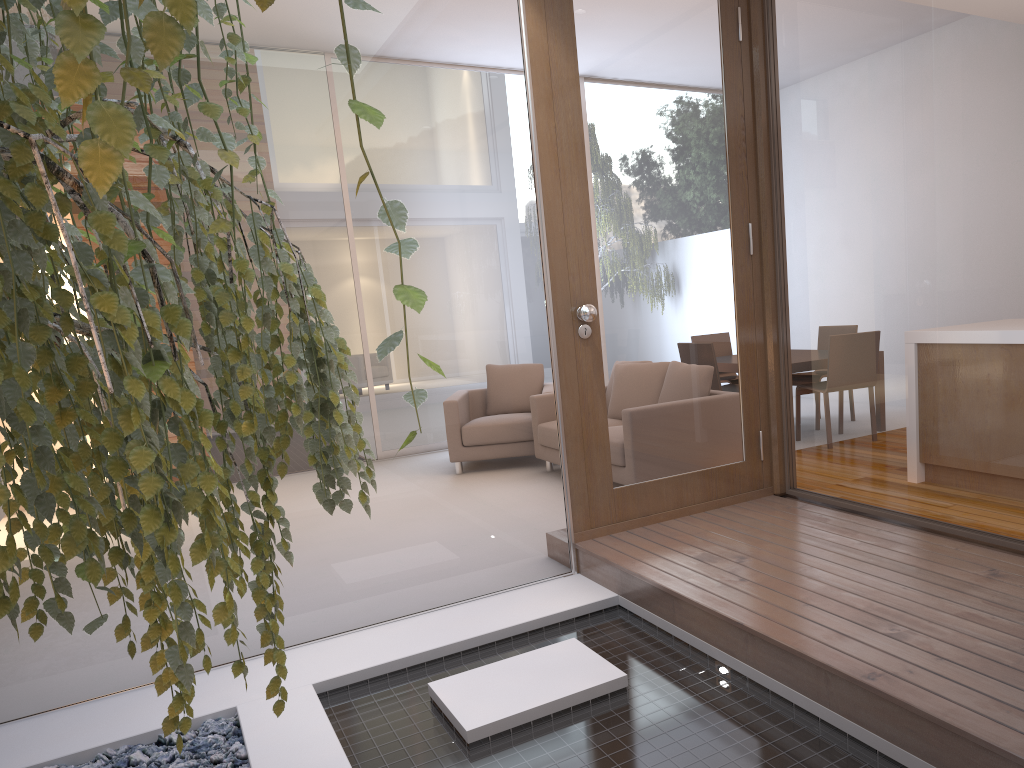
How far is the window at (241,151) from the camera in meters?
3.1 m

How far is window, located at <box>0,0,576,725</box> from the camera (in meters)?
3.14

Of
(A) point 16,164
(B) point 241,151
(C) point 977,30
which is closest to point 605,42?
(C) point 977,30

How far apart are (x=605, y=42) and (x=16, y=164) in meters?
3.2

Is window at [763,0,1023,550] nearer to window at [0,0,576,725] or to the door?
the door

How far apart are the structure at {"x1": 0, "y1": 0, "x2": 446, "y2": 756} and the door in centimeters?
214cm

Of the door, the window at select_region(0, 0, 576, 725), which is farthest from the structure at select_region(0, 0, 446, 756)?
the door

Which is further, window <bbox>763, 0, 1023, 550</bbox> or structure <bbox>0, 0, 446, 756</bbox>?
window <bbox>763, 0, 1023, 550</bbox>

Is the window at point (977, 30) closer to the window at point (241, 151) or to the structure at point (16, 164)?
the window at point (241, 151)

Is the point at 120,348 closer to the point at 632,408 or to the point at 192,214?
the point at 192,214
